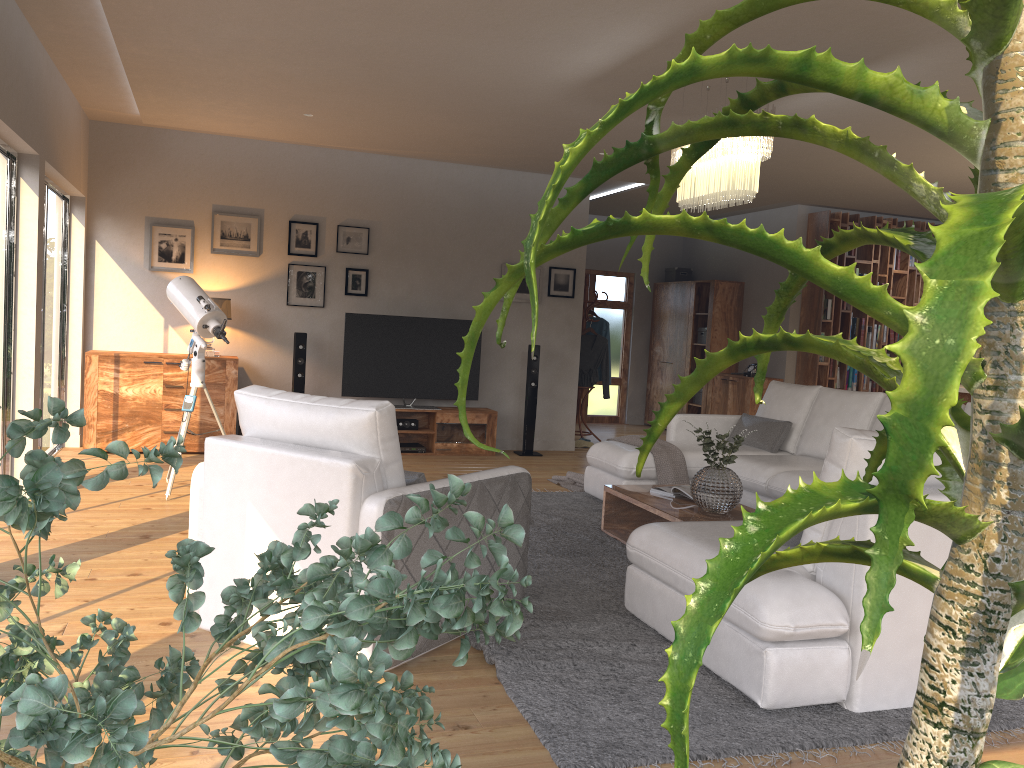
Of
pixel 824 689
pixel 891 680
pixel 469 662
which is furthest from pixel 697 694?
pixel 469 662

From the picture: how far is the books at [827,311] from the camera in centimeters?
972cm

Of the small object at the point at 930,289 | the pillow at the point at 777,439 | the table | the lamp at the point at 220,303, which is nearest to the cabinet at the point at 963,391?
the pillow at the point at 777,439

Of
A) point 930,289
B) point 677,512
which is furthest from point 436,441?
point 930,289

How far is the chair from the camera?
3.10m

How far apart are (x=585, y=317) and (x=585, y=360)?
0.5 meters

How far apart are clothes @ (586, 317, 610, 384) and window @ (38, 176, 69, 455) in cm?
539

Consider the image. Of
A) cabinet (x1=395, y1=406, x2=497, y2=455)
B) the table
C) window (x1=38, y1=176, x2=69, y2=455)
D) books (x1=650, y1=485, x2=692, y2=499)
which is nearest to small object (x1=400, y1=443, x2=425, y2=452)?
cabinet (x1=395, y1=406, x2=497, y2=455)

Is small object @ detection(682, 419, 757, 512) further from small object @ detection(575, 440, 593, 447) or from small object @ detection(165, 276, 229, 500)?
small object @ detection(575, 440, 593, 447)

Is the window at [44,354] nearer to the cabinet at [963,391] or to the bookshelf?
the bookshelf
